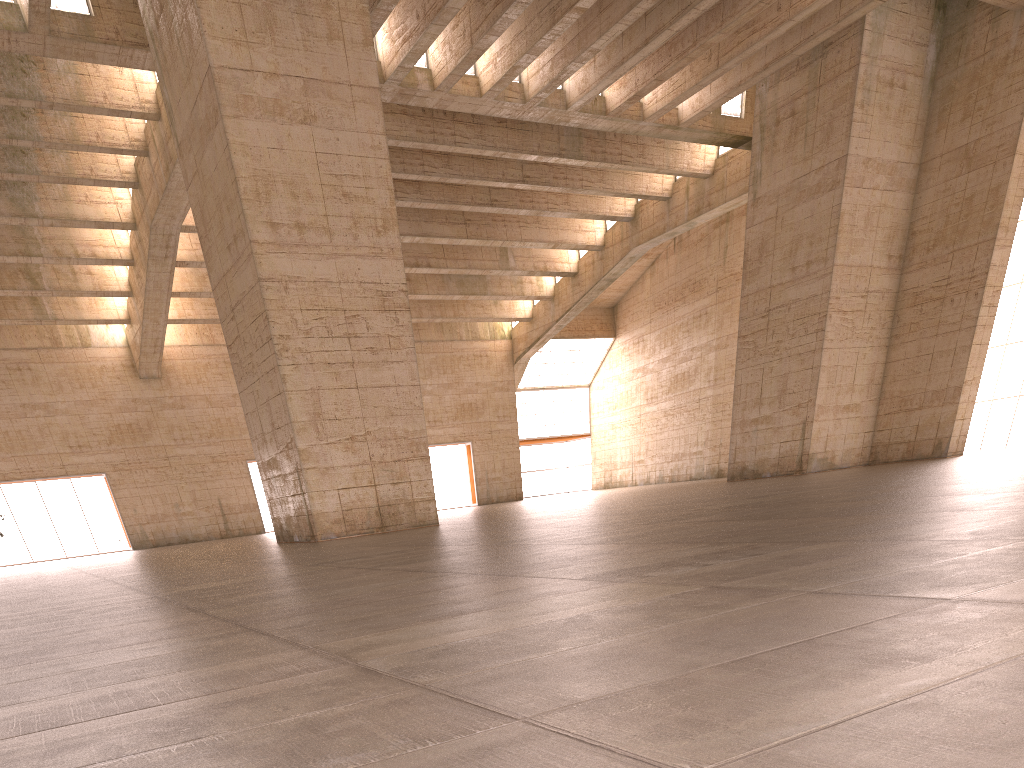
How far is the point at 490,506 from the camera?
38.31m

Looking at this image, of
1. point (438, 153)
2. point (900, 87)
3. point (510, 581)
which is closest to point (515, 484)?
point (438, 153)
